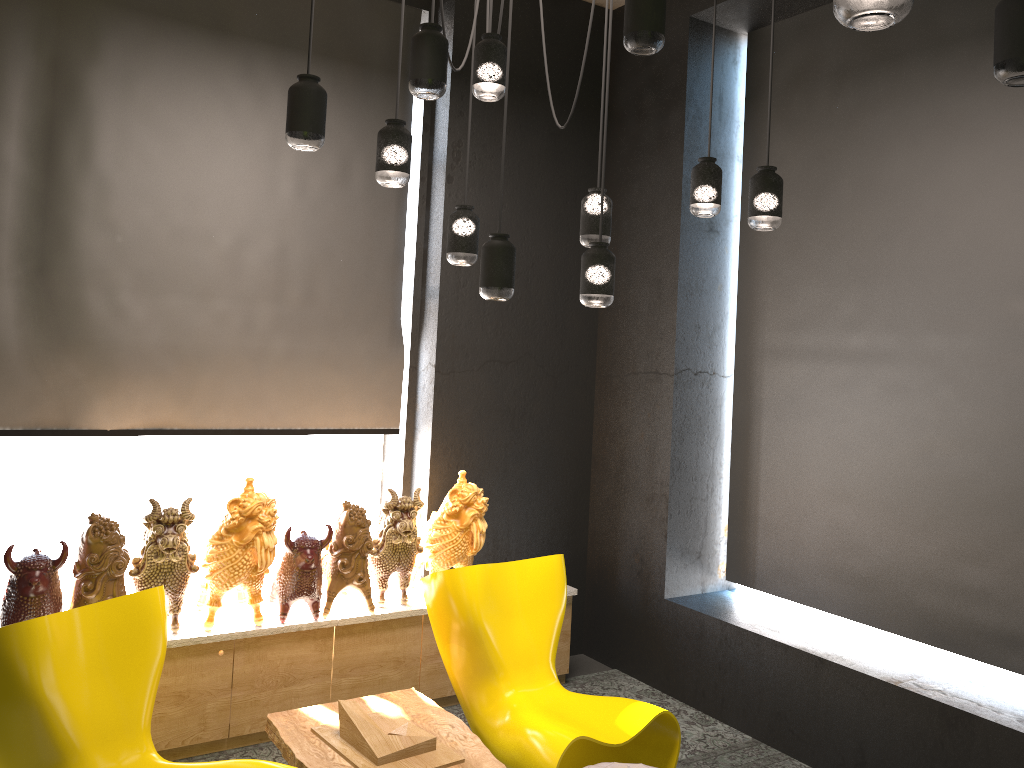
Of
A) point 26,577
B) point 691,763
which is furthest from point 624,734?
point 26,577

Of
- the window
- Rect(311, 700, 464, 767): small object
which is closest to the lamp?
Rect(311, 700, 464, 767): small object

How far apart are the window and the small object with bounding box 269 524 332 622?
0.6m

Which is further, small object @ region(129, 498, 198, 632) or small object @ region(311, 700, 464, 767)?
small object @ region(129, 498, 198, 632)

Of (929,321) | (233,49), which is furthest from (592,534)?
(233,49)

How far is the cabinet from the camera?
3.8m

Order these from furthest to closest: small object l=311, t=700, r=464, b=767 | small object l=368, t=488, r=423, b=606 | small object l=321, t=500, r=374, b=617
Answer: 1. small object l=368, t=488, r=423, b=606
2. small object l=321, t=500, r=374, b=617
3. small object l=311, t=700, r=464, b=767

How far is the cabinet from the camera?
3.8 meters

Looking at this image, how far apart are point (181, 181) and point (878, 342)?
3.44m

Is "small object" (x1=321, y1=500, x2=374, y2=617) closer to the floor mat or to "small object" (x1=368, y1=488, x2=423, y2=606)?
"small object" (x1=368, y1=488, x2=423, y2=606)
